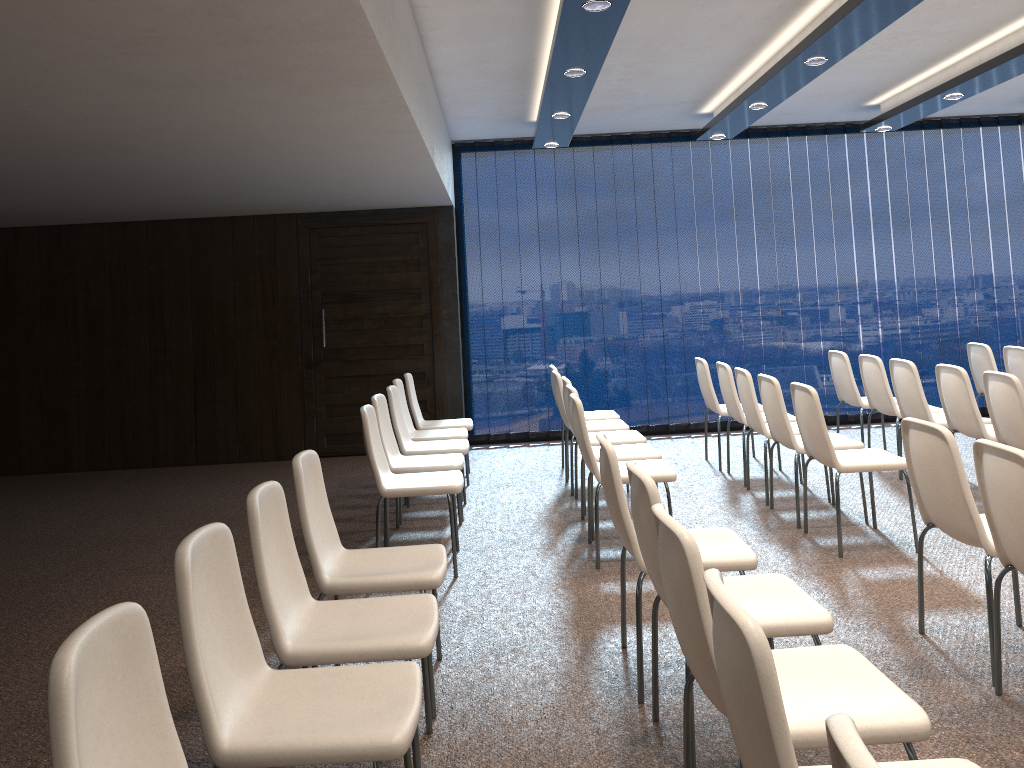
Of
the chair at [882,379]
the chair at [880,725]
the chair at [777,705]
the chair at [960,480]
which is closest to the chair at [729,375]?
the chair at [882,379]

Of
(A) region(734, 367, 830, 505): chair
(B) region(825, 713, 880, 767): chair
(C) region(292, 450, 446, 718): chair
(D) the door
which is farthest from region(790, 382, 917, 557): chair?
(D) the door

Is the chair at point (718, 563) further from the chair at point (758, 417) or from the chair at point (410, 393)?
the chair at point (410, 393)

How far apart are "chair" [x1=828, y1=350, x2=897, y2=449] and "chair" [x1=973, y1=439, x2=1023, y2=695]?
4.3m

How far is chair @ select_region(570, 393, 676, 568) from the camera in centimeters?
484cm

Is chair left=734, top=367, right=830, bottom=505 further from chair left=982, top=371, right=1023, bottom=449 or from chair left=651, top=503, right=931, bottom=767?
chair left=651, top=503, right=931, bottom=767

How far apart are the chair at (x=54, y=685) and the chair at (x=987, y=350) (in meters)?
7.22

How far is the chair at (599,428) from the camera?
6.7m

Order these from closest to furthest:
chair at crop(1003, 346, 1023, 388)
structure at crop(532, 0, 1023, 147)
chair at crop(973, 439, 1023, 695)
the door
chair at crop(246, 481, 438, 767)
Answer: chair at crop(246, 481, 438, 767) < chair at crop(973, 439, 1023, 695) < structure at crop(532, 0, 1023, 147) < chair at crop(1003, 346, 1023, 388) < the door

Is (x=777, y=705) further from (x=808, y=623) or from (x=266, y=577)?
(x=266, y=577)
